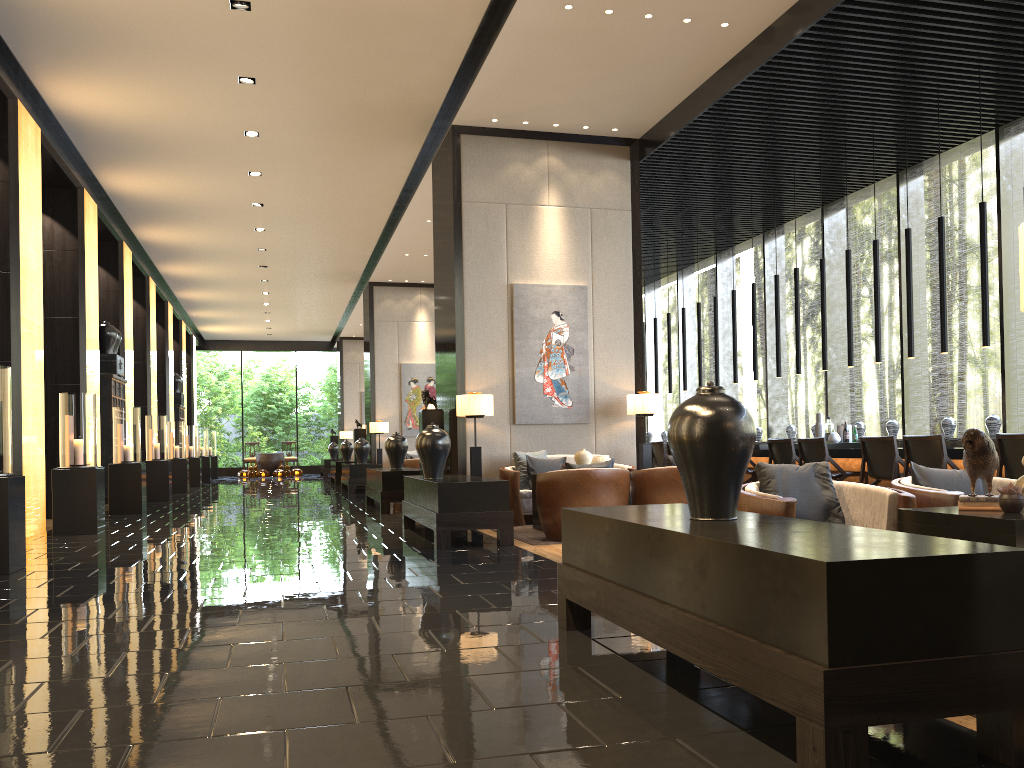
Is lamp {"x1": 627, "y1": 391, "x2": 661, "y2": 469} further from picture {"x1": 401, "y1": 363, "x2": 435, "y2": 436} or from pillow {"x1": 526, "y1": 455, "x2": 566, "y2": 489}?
picture {"x1": 401, "y1": 363, "x2": 435, "y2": 436}

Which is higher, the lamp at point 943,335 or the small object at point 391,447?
the lamp at point 943,335

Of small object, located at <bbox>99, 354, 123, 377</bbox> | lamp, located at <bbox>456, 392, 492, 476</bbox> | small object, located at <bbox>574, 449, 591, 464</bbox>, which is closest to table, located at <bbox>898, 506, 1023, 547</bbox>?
small object, located at <bbox>574, 449, 591, 464</bbox>

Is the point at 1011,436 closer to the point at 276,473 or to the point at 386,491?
the point at 386,491

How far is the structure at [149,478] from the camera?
14.3m

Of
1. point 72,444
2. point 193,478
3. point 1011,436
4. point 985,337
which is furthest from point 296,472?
point 1011,436

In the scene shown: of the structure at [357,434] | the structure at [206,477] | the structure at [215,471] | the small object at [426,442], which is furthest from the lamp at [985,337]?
the structure at [215,471]

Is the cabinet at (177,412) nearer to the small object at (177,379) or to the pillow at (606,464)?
the small object at (177,379)

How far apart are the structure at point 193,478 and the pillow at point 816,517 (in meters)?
17.87

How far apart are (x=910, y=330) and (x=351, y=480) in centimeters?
981cm
